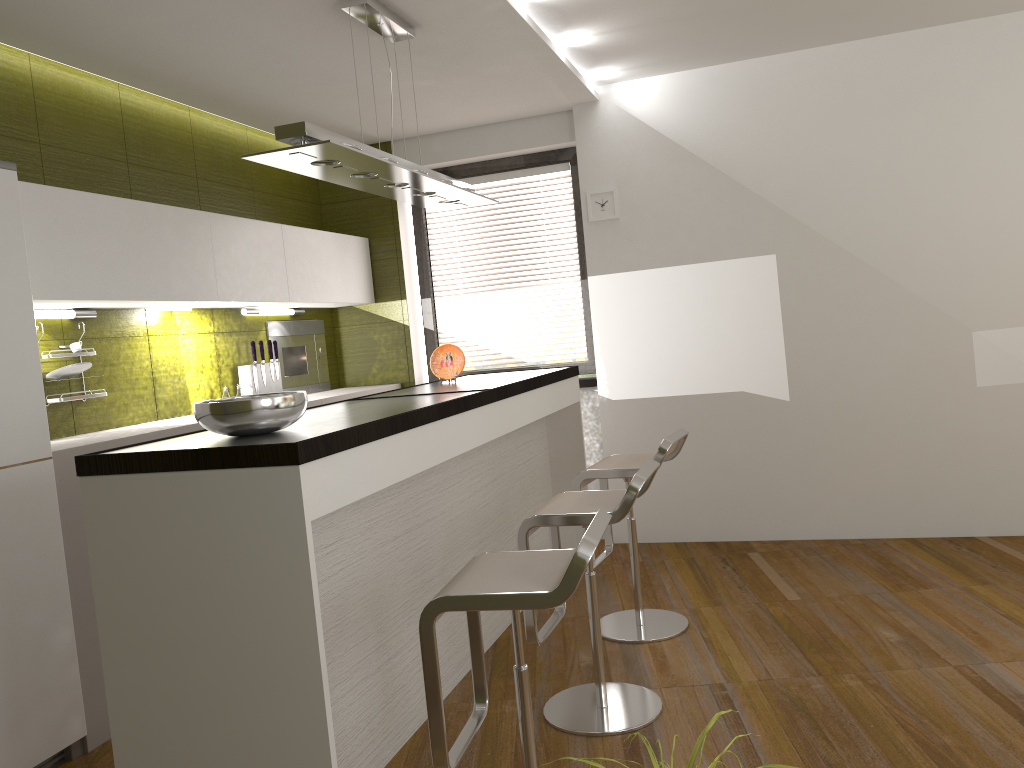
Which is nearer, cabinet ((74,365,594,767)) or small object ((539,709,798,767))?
small object ((539,709,798,767))

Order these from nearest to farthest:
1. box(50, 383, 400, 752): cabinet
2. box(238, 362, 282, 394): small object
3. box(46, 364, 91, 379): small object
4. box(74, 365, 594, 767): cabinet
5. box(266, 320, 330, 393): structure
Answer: box(74, 365, 594, 767): cabinet < box(50, 383, 400, 752): cabinet < box(46, 364, 91, 379): small object < box(238, 362, 282, 394): small object < box(266, 320, 330, 393): structure

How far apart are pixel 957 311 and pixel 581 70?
2.4 meters

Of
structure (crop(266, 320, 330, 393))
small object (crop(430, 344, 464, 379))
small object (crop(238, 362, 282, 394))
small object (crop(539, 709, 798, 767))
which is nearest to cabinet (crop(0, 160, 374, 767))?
structure (crop(266, 320, 330, 393))

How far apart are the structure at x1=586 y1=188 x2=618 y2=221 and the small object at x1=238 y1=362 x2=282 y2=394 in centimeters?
208cm

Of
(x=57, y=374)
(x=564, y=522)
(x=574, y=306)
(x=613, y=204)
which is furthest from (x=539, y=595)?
(x=574, y=306)

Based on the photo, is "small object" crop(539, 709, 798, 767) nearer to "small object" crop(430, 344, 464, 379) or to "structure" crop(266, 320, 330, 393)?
"small object" crop(430, 344, 464, 379)

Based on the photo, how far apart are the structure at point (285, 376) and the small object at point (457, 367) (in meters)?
1.35

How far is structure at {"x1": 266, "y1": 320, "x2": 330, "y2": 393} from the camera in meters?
5.4

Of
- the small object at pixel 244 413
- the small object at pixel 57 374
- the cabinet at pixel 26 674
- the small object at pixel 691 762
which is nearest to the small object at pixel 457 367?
the cabinet at pixel 26 674
